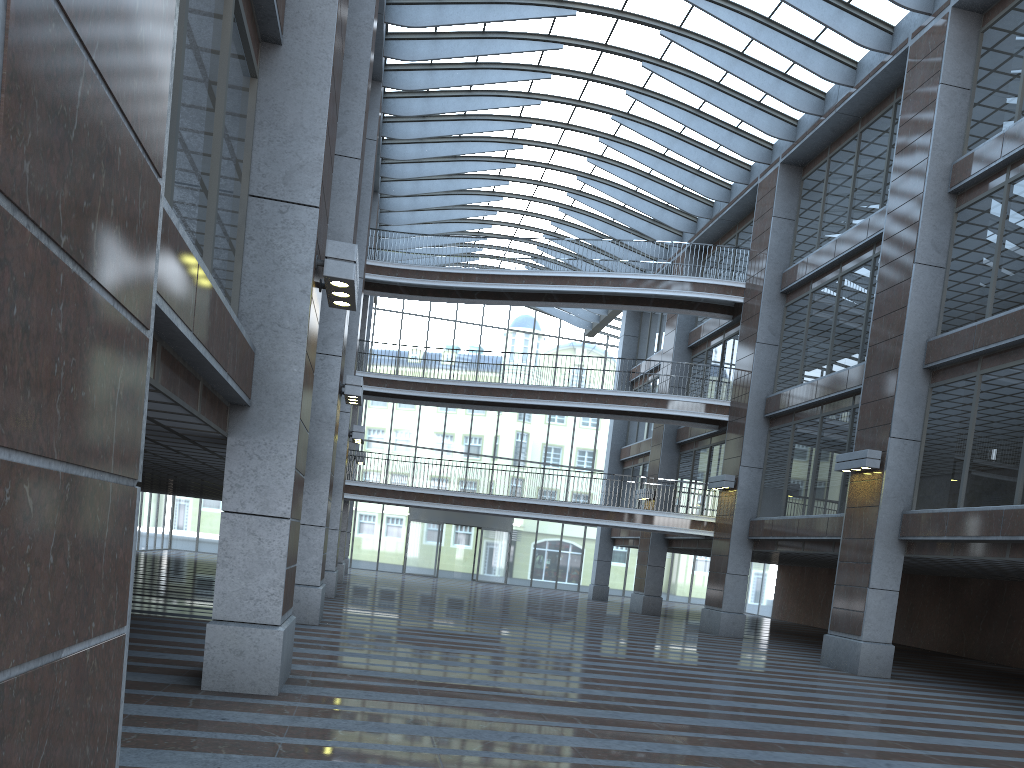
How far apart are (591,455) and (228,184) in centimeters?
3670cm

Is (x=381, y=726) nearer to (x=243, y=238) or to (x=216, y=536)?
(x=243, y=238)
